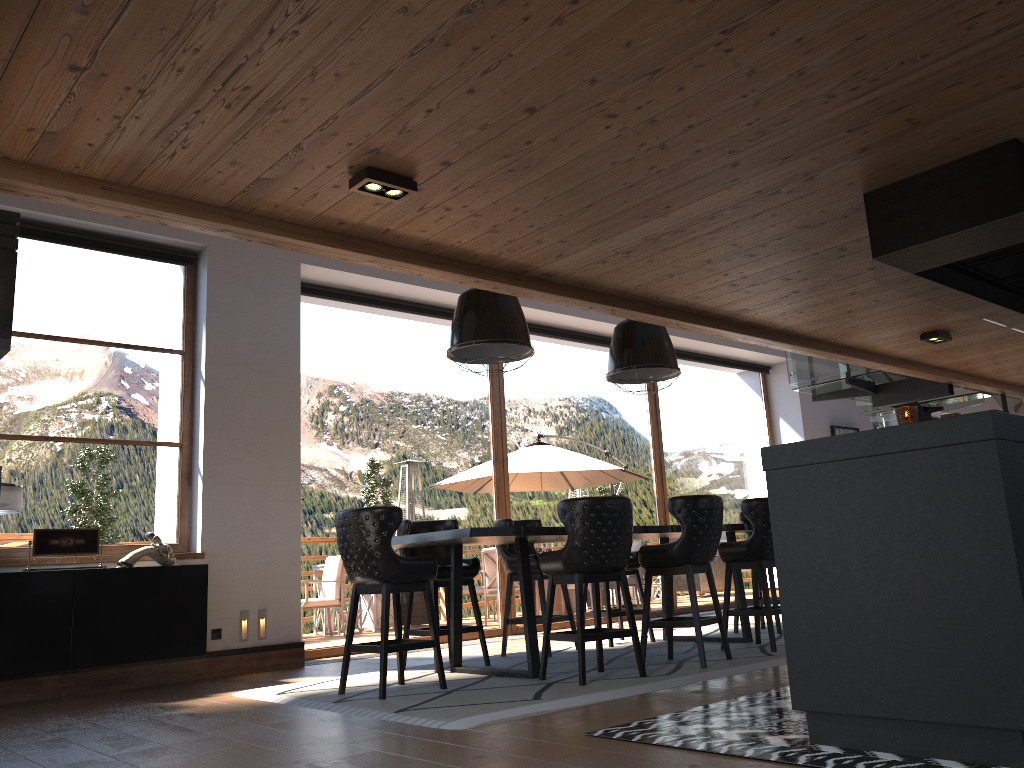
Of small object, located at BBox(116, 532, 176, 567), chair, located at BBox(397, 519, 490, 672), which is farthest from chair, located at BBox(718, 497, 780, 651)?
small object, located at BBox(116, 532, 176, 567)

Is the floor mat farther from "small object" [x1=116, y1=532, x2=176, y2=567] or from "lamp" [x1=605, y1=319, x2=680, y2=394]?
"lamp" [x1=605, y1=319, x2=680, y2=394]

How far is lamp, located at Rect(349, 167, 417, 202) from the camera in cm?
375

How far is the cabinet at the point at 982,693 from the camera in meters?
2.8 m

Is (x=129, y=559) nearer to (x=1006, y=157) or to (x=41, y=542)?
(x=41, y=542)

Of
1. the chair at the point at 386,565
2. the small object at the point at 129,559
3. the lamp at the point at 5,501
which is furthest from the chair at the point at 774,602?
the lamp at the point at 5,501

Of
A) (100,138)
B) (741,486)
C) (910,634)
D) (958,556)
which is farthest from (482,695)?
(741,486)

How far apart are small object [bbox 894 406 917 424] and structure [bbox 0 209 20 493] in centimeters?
353cm

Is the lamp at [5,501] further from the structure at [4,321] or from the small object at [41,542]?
the structure at [4,321]

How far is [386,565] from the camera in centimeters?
515cm
